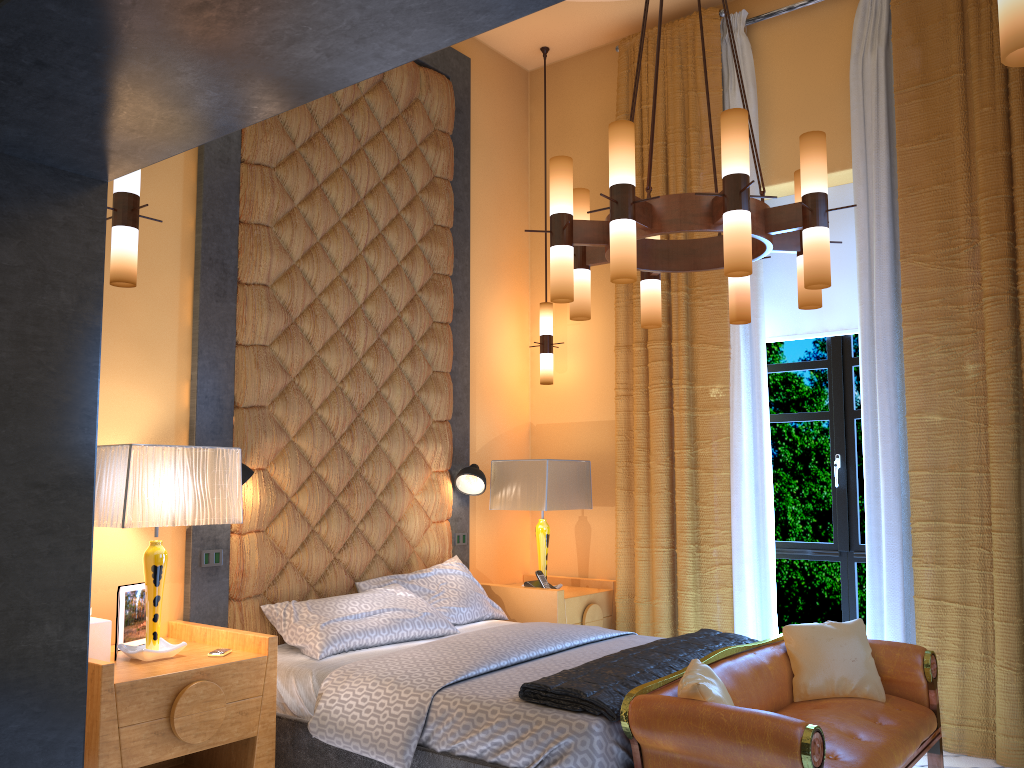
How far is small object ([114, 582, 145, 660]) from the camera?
3.51m

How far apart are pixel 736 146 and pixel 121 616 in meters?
2.9 m

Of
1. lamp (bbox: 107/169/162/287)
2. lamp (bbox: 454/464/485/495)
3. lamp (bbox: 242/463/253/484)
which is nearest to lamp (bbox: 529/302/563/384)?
lamp (bbox: 454/464/485/495)

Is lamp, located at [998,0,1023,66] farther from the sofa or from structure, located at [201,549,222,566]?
structure, located at [201,549,222,566]

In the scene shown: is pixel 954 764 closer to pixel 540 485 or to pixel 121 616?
pixel 540 485

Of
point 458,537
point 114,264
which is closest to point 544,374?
point 458,537

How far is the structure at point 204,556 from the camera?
3.9 meters

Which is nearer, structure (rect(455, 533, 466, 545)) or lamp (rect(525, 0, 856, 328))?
lamp (rect(525, 0, 856, 328))

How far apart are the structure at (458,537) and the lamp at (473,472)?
0.3 meters

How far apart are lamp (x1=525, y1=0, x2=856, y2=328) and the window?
1.6 meters
